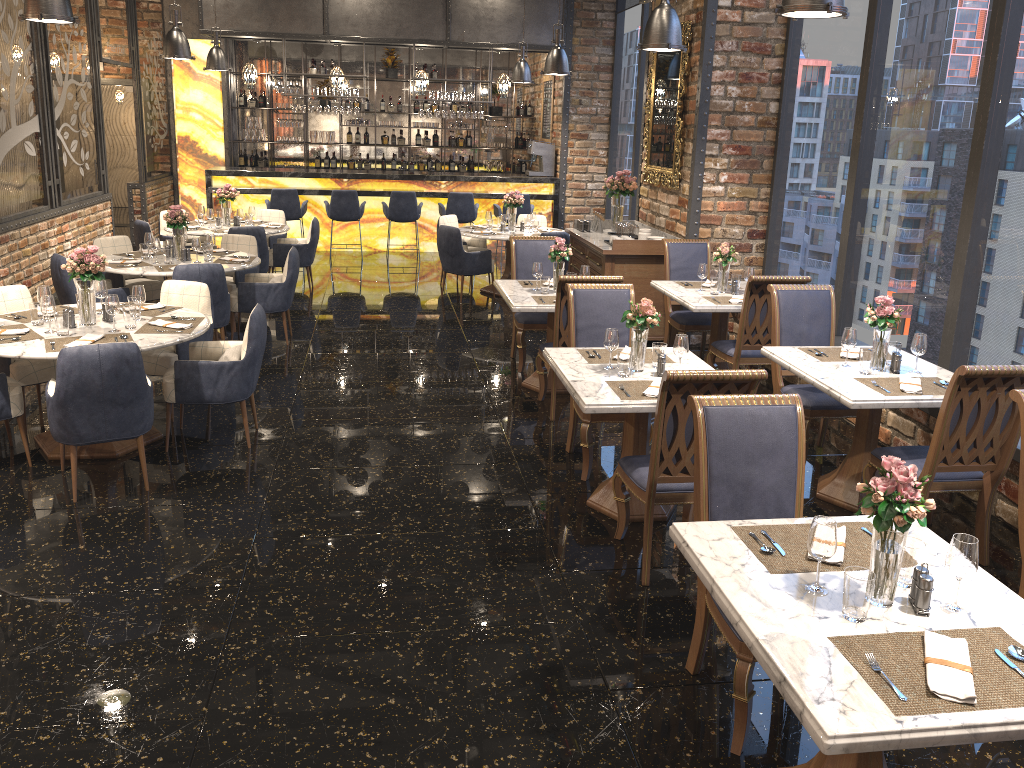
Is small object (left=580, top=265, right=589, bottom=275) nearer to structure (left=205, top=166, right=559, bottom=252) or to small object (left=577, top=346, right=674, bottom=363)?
small object (left=577, top=346, right=674, bottom=363)

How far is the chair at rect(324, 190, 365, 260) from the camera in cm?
1237

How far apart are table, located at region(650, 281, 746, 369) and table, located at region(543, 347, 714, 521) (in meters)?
1.40

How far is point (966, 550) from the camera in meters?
2.4 m

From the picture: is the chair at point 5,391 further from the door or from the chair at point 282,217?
the door

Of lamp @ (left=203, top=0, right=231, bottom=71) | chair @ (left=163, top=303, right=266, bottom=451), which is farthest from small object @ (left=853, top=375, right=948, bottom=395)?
lamp @ (left=203, top=0, right=231, bottom=71)

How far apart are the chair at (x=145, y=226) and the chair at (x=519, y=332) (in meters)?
4.27

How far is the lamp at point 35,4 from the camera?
5.57m

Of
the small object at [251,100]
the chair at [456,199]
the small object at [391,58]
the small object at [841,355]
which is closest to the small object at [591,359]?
the small object at [841,355]

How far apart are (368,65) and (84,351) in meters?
12.2 m
